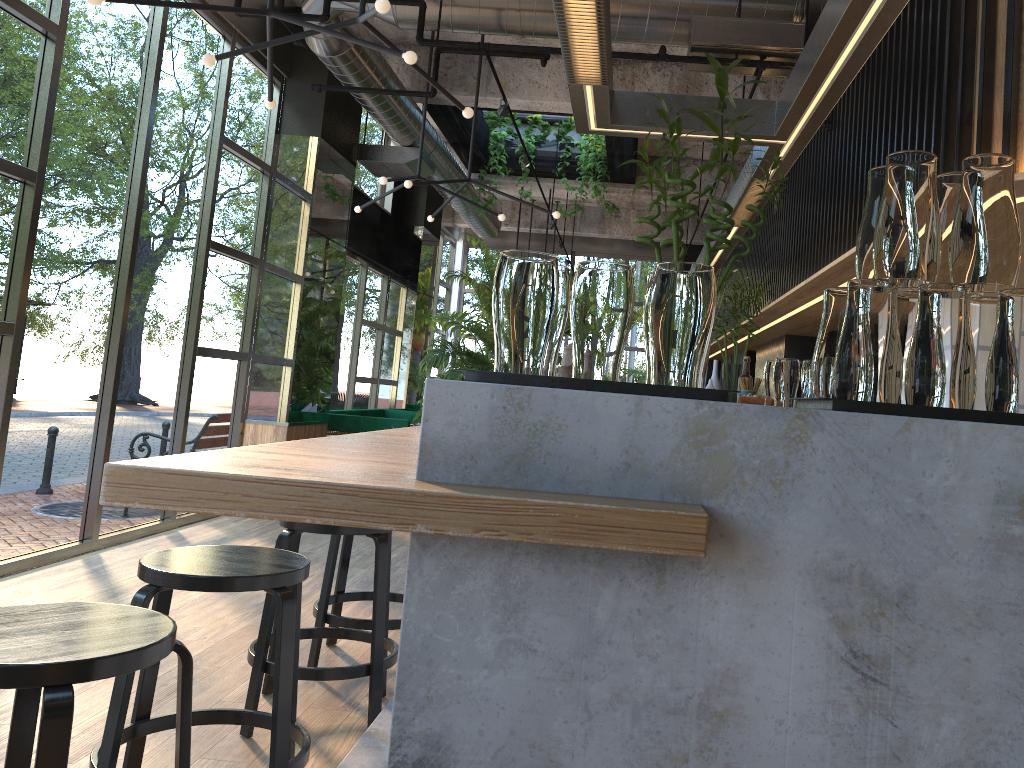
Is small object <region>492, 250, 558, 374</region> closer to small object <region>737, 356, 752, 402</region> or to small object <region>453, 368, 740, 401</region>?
small object <region>453, 368, 740, 401</region>

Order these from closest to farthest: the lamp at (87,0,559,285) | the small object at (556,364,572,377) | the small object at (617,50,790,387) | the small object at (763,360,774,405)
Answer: the small object at (617,50,790,387), the small object at (556,364,572,377), the lamp at (87,0,559,285), the small object at (763,360,774,405)

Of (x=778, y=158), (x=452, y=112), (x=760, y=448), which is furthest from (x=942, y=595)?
(x=452, y=112)

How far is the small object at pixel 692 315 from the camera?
1.3 meters

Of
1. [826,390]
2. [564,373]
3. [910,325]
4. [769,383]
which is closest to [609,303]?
[826,390]

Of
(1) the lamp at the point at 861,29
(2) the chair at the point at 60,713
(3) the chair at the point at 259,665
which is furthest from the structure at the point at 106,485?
(1) the lamp at the point at 861,29

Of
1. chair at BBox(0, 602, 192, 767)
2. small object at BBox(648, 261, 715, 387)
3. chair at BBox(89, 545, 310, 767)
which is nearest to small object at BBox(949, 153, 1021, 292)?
small object at BBox(648, 261, 715, 387)

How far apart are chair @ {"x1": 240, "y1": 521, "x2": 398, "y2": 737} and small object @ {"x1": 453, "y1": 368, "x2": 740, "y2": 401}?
1.9m

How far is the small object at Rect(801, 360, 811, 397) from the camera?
3.5m

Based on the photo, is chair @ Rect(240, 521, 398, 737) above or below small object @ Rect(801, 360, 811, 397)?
below
